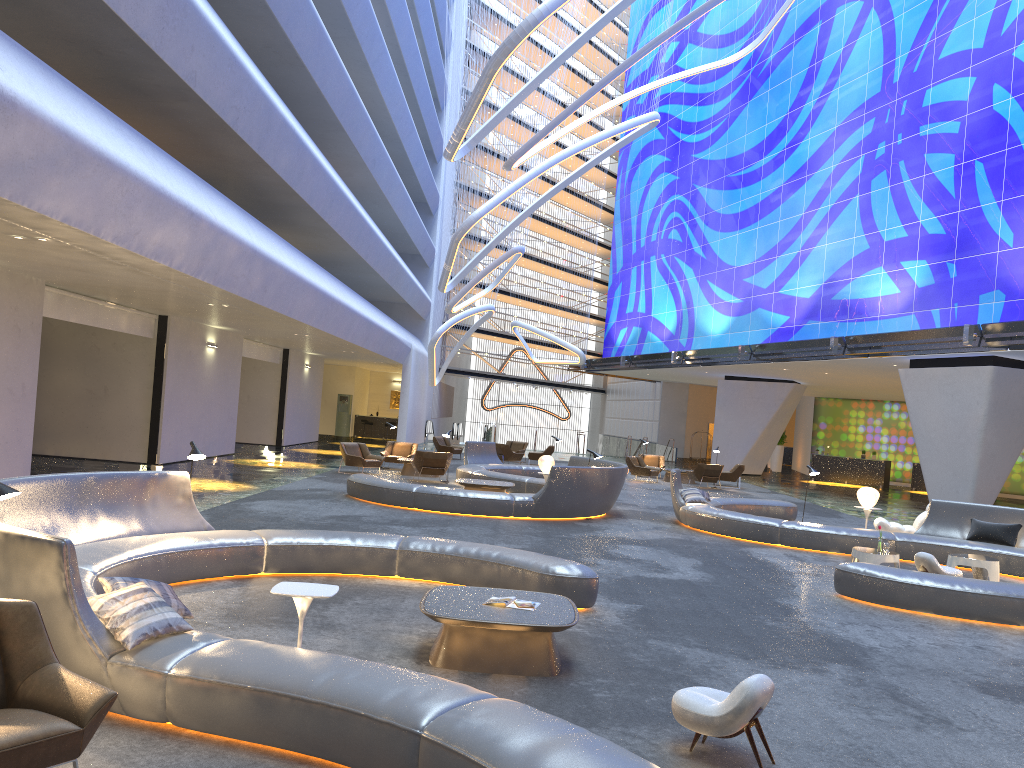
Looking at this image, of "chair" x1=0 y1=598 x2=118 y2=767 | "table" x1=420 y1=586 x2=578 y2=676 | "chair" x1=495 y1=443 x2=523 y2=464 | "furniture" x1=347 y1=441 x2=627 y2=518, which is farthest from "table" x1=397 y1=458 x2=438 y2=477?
"chair" x1=0 y1=598 x2=118 y2=767

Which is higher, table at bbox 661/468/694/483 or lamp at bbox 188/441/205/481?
lamp at bbox 188/441/205/481

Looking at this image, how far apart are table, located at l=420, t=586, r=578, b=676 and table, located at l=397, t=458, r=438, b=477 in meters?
15.7 m

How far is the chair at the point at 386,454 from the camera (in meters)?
24.40

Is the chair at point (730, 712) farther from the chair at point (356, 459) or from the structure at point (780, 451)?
the structure at point (780, 451)

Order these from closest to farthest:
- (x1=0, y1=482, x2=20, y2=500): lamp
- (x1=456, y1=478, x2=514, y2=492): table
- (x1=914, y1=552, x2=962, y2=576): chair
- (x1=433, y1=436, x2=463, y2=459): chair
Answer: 1. (x1=0, y1=482, x2=20, y2=500): lamp
2. (x1=914, y1=552, x2=962, y2=576): chair
3. (x1=456, y1=478, x2=514, y2=492): table
4. (x1=433, y1=436, x2=463, y2=459): chair

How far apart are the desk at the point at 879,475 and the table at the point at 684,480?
11.34m

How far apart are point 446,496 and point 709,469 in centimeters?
1333cm

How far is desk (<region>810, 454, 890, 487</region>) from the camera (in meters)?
35.57

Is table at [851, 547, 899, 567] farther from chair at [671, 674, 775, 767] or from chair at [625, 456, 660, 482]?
chair at [625, 456, 660, 482]
